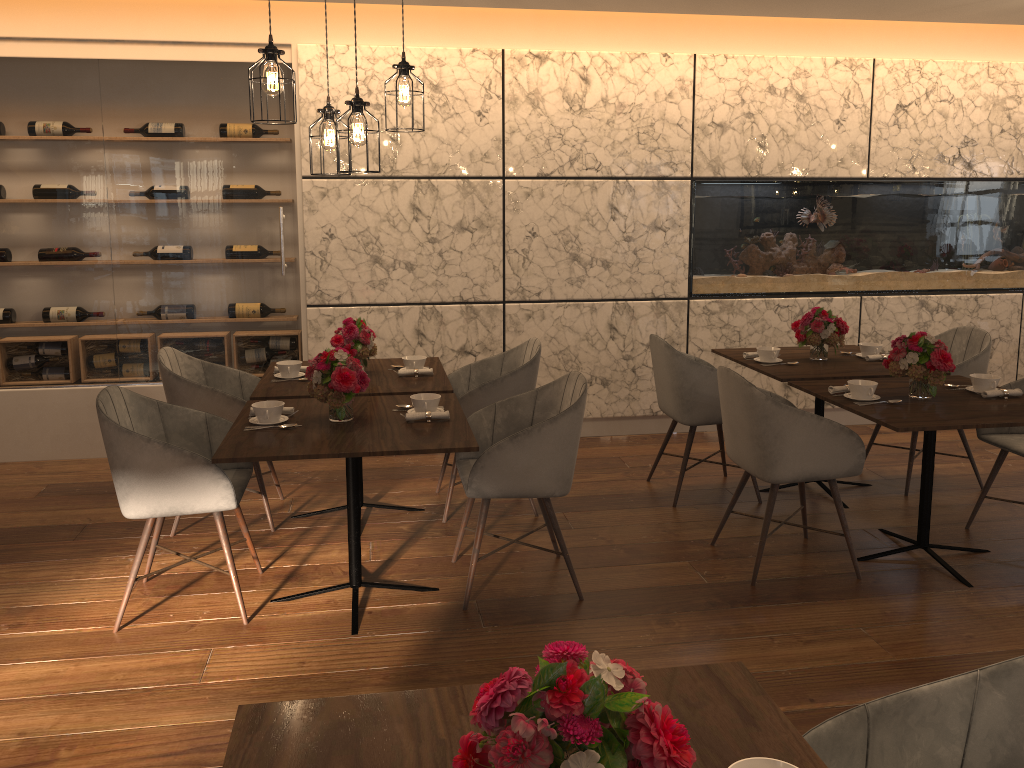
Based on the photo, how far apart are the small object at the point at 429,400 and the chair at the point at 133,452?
0.7 meters

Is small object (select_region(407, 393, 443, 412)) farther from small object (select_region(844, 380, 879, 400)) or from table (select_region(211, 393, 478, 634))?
small object (select_region(844, 380, 879, 400))

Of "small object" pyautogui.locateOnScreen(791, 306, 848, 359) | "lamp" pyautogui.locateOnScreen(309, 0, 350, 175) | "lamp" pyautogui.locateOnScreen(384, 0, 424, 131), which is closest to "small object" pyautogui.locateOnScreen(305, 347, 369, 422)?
"lamp" pyautogui.locateOnScreen(309, 0, 350, 175)

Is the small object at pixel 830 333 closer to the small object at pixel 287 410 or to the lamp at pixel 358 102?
the lamp at pixel 358 102

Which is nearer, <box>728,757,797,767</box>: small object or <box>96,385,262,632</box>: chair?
<box>728,757,797,767</box>: small object

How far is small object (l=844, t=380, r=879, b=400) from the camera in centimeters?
375cm

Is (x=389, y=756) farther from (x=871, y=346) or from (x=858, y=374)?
(x=871, y=346)

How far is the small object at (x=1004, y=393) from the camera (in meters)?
3.81

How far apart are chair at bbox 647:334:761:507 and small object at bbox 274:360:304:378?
1.8m

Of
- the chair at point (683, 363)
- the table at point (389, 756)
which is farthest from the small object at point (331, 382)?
the table at point (389, 756)
